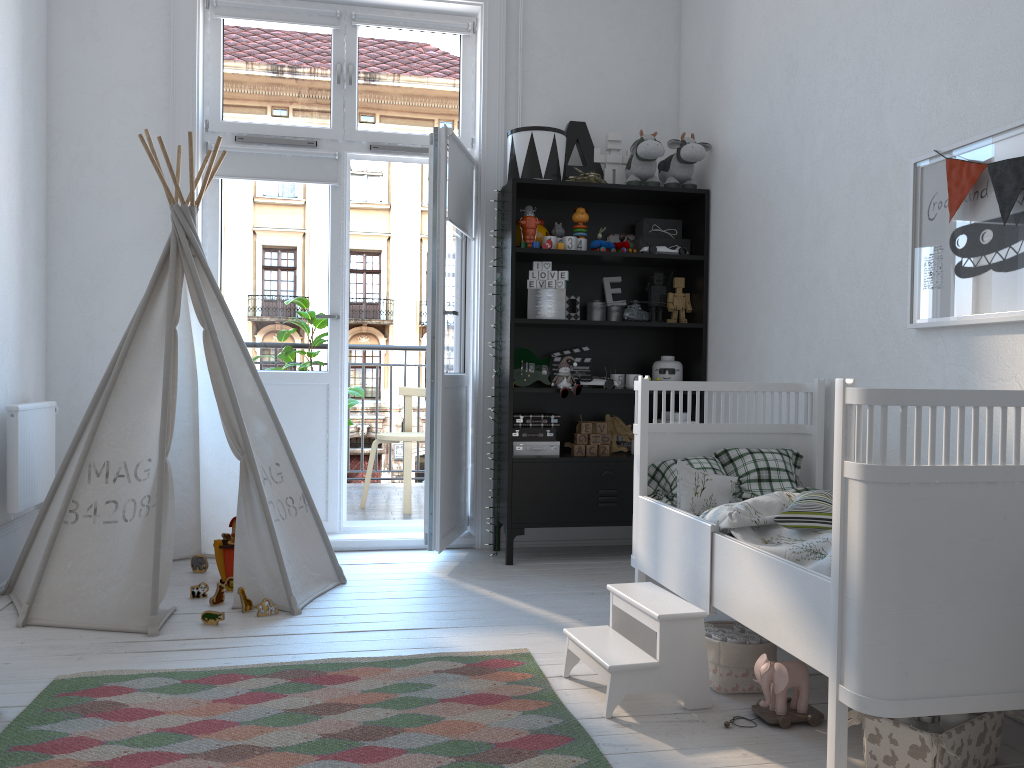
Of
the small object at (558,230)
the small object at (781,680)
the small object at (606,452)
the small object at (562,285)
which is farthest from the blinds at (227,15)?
the small object at (781,680)

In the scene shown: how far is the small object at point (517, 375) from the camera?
4.1 meters

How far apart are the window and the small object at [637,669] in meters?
2.6 m

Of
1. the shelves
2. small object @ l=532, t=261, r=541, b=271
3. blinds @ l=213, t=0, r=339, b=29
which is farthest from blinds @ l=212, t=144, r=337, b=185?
small object @ l=532, t=261, r=541, b=271

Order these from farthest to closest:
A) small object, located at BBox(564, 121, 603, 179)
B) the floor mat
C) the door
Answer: small object, located at BBox(564, 121, 603, 179) < the door < the floor mat

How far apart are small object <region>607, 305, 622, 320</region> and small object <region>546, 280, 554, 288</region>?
0.4 meters

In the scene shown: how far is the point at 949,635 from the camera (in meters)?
1.69

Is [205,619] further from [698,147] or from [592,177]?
[698,147]

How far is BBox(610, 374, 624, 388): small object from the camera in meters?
4.1

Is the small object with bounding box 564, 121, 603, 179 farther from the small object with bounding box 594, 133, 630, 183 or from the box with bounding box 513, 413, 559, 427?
the box with bounding box 513, 413, 559, 427
